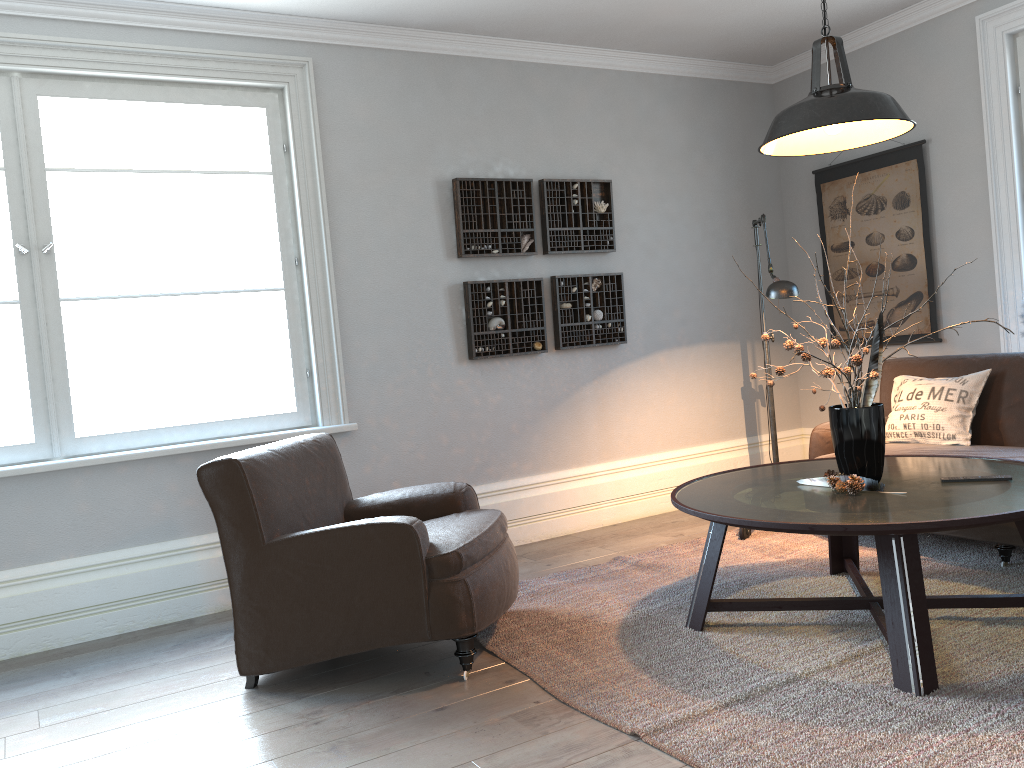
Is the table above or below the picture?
below

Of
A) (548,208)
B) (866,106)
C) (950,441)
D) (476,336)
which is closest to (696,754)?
(866,106)

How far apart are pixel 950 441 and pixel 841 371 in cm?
151

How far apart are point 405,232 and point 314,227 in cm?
49

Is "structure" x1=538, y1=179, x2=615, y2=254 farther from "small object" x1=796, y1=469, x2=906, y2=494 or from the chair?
"small object" x1=796, y1=469, x2=906, y2=494

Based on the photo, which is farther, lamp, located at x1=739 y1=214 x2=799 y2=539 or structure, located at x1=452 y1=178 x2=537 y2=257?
structure, located at x1=452 y1=178 x2=537 y2=257

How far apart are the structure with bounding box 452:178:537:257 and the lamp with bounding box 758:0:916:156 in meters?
1.9

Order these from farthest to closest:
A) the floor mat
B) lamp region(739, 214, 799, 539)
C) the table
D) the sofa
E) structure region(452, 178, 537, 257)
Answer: structure region(452, 178, 537, 257), lamp region(739, 214, 799, 539), the sofa, the table, the floor mat

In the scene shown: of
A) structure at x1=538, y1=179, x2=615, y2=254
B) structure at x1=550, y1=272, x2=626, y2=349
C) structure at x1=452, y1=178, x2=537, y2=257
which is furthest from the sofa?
structure at x1=452, y1=178, x2=537, y2=257

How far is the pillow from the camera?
4.08m
